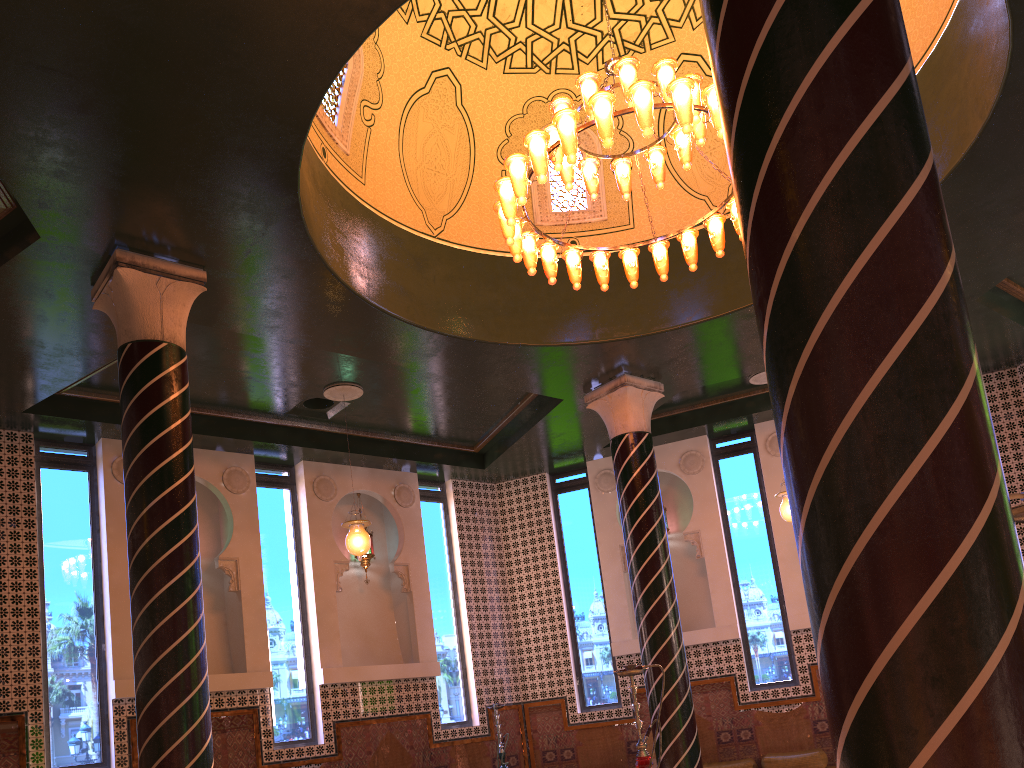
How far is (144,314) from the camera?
7.7 meters

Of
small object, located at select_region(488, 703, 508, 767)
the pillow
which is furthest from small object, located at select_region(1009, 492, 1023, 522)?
small object, located at select_region(488, 703, 508, 767)

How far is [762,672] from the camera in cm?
1332

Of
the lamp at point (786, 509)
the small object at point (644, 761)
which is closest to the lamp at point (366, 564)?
the lamp at point (786, 509)

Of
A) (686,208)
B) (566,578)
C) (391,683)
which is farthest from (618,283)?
(391,683)

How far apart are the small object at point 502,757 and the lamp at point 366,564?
2.9m

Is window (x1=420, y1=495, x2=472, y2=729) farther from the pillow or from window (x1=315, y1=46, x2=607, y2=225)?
window (x1=315, y1=46, x2=607, y2=225)

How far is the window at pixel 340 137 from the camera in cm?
934

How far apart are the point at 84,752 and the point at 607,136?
9.1 meters

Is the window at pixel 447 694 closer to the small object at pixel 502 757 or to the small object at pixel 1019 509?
the small object at pixel 502 757
